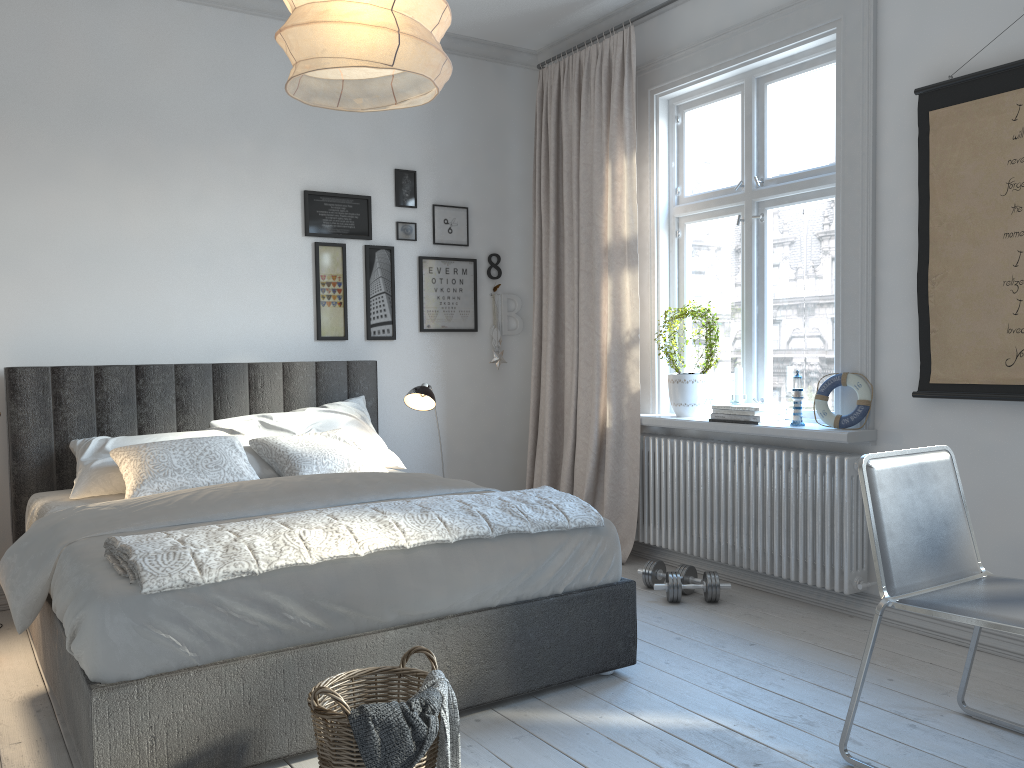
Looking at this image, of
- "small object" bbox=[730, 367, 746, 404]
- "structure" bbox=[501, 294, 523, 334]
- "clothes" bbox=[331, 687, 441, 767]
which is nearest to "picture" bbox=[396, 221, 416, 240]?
"structure" bbox=[501, 294, 523, 334]

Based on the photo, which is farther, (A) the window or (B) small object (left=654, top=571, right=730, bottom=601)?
(B) small object (left=654, top=571, right=730, bottom=601)

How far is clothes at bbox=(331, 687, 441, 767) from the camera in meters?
1.9 m

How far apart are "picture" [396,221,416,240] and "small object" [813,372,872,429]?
2.35m

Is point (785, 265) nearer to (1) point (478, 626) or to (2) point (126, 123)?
(1) point (478, 626)

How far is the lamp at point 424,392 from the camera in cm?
421

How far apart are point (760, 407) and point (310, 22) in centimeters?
274cm

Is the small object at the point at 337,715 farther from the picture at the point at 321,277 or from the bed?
the picture at the point at 321,277

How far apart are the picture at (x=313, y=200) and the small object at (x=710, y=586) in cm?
235

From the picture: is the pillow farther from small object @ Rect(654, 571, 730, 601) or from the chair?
the chair
